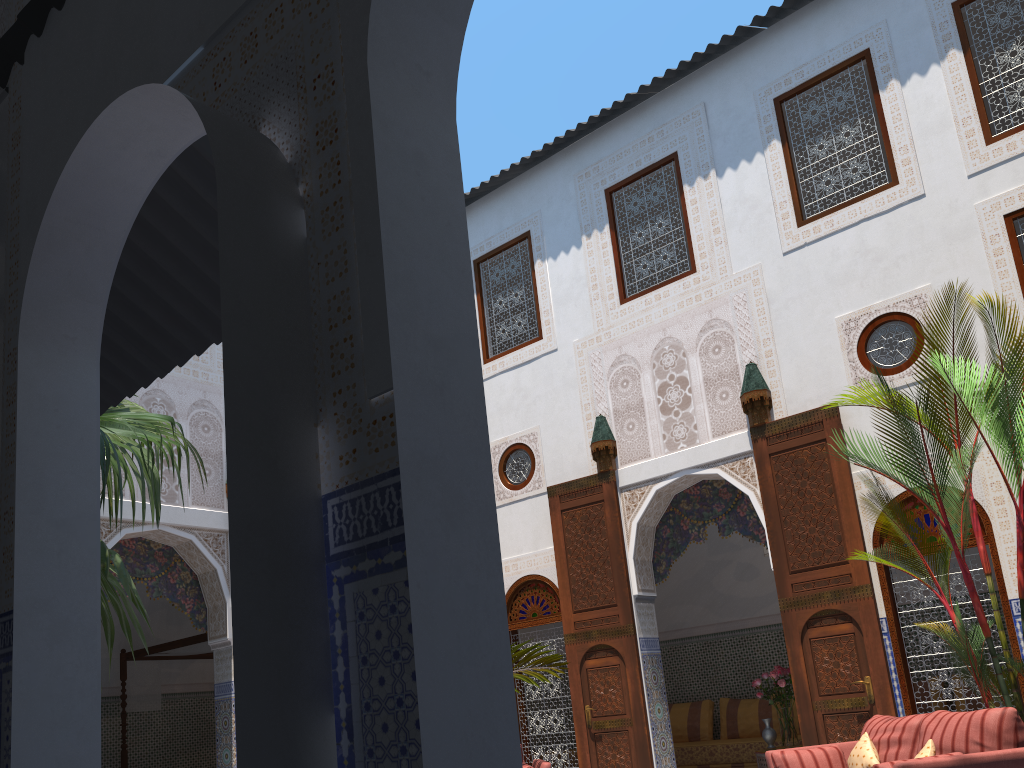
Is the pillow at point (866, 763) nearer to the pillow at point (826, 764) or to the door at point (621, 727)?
the pillow at point (826, 764)

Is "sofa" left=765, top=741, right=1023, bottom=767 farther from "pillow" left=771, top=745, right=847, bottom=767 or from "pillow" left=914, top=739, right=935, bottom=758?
"pillow" left=914, top=739, right=935, bottom=758

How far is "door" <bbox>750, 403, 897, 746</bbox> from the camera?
5.0m

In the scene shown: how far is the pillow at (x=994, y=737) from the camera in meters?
3.3

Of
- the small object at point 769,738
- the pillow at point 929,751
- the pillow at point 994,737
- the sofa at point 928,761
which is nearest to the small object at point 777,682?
the small object at point 769,738

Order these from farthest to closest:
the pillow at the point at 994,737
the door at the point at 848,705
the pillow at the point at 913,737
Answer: the door at the point at 848,705 < the pillow at the point at 913,737 < the pillow at the point at 994,737

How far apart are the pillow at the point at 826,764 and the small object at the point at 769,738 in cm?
217

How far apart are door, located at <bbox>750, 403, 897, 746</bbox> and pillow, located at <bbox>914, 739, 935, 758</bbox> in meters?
1.4

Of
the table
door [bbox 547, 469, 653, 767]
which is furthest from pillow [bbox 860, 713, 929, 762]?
the table

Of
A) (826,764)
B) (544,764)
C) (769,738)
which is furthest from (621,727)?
(826,764)
